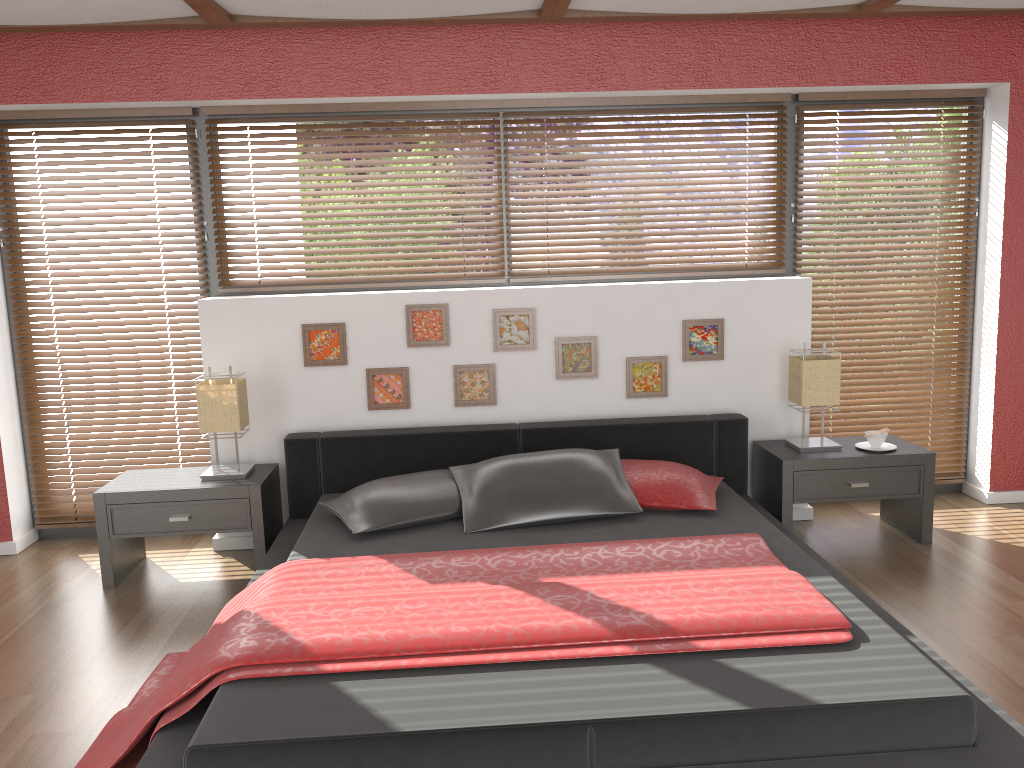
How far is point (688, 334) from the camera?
4.2m

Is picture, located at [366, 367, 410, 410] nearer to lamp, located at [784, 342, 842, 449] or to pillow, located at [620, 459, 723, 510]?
pillow, located at [620, 459, 723, 510]

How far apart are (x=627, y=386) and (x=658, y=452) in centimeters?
36cm

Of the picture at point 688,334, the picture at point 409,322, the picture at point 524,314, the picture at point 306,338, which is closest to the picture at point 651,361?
the picture at point 688,334

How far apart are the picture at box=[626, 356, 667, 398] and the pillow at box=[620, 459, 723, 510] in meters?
0.5

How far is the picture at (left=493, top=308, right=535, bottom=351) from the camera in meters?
4.2 m

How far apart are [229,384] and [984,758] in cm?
307

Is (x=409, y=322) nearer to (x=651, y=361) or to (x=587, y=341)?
(x=587, y=341)

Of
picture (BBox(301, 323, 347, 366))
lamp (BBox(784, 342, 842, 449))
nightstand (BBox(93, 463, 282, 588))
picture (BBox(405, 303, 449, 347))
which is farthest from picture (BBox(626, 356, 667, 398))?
nightstand (BBox(93, 463, 282, 588))

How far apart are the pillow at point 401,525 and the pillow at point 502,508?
→ 0.0m
